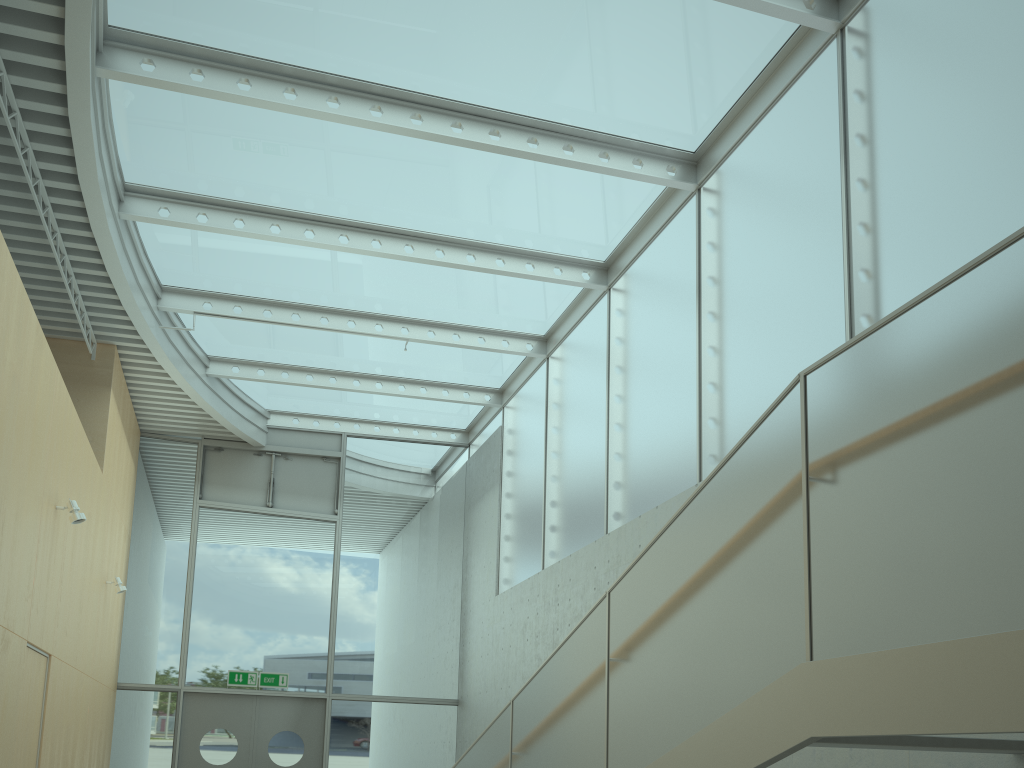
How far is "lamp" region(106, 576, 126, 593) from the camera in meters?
9.4

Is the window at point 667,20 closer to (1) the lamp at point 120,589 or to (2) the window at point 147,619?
(2) the window at point 147,619

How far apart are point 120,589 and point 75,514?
3.15m

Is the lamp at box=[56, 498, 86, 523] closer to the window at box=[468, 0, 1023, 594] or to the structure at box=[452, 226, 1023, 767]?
the structure at box=[452, 226, 1023, 767]

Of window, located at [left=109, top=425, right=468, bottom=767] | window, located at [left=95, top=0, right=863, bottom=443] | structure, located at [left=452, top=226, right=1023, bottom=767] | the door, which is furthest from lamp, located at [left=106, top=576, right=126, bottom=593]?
structure, located at [left=452, top=226, right=1023, bottom=767]

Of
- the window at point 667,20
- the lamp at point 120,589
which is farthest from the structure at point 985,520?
the lamp at point 120,589

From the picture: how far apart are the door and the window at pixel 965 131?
2.95m

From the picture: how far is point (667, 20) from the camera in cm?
631

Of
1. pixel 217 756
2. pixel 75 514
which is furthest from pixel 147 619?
pixel 75 514

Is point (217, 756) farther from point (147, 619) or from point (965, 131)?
point (965, 131)
